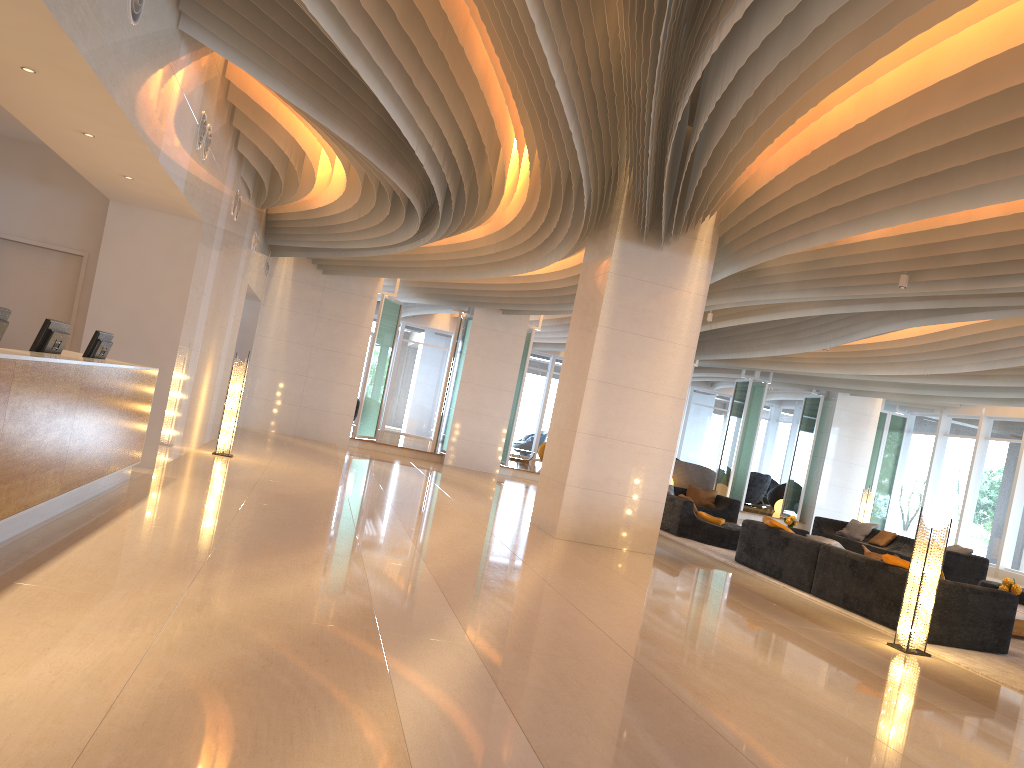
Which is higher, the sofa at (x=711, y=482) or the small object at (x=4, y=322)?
the small object at (x=4, y=322)

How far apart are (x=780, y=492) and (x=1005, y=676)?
19.22m

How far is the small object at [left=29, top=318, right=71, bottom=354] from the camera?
6.0 meters

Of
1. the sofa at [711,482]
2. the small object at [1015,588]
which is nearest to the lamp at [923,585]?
the small object at [1015,588]

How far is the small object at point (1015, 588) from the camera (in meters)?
10.06

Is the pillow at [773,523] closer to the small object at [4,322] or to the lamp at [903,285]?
the lamp at [903,285]

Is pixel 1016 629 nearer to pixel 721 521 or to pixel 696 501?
pixel 721 521

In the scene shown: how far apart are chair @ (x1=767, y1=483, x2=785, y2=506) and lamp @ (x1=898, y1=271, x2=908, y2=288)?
16.8m

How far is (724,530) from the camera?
12.94m

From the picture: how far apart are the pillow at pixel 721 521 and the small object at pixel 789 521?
2.6m
